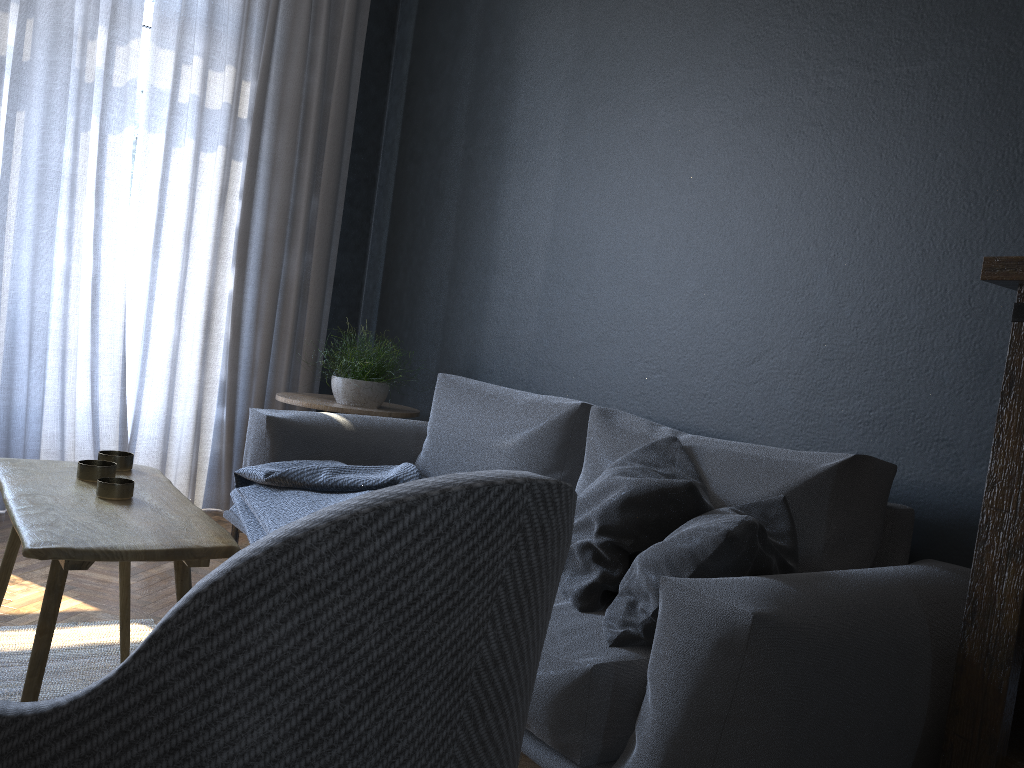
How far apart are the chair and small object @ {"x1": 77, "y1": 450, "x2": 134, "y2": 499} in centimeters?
97cm

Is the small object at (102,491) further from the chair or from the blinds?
the blinds

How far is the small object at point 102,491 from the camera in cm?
161

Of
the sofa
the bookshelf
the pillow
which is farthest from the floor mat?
the bookshelf

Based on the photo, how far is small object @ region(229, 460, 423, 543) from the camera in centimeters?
257cm

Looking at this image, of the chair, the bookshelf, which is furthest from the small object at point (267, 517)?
the chair

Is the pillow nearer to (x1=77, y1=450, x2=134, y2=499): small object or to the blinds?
(x1=77, y1=450, x2=134, y2=499): small object

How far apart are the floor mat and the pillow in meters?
1.2

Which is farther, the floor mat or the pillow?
the floor mat

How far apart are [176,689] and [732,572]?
1.1m
